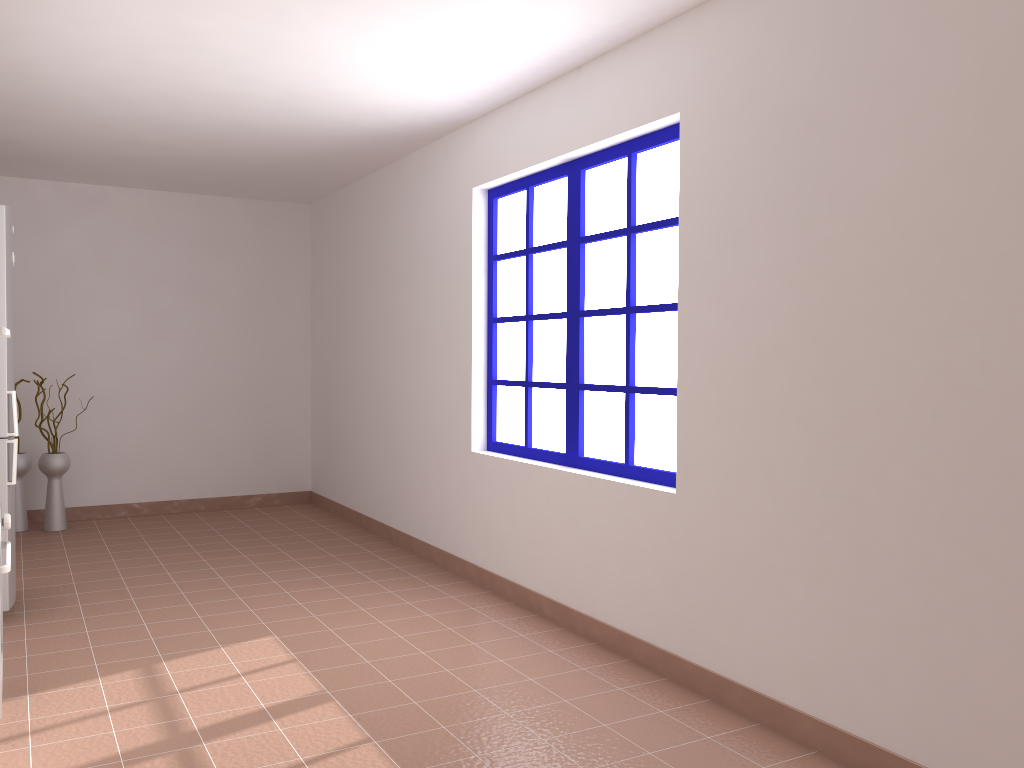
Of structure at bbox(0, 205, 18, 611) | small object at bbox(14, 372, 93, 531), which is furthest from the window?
small object at bbox(14, 372, 93, 531)

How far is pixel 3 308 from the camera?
4.0m

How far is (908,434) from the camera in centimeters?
248cm

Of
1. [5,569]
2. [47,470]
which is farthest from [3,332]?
[47,470]

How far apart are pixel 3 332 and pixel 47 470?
3.80m

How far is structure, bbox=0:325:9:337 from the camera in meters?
2.8 m

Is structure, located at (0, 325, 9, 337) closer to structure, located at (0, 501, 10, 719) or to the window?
structure, located at (0, 501, 10, 719)

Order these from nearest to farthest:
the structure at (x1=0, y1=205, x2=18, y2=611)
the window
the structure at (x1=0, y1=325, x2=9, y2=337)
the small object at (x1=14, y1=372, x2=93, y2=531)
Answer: the structure at (x1=0, y1=325, x2=9, y2=337) → the window → the structure at (x1=0, y1=205, x2=18, y2=611) → the small object at (x1=14, y1=372, x2=93, y2=531)

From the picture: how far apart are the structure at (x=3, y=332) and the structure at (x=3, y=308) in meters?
1.4

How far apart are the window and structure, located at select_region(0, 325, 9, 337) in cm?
230
